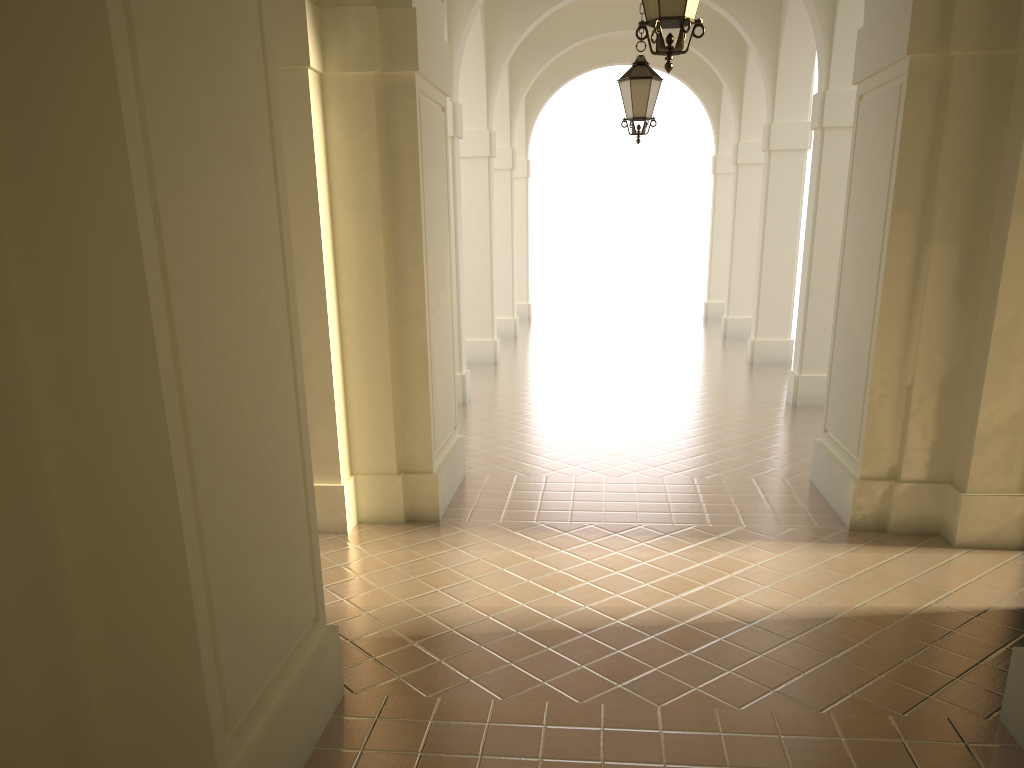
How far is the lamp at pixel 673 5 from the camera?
5.2 meters

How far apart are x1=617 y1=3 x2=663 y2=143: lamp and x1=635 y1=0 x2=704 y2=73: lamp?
4.73m

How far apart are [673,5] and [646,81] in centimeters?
500cm

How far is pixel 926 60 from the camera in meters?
6.6 m

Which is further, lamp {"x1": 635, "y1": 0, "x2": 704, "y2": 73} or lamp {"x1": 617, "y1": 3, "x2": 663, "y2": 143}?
lamp {"x1": 617, "y1": 3, "x2": 663, "y2": 143}

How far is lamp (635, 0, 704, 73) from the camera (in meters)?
5.18

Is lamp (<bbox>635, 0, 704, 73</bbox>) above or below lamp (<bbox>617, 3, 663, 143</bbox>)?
below

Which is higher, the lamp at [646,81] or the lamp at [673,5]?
the lamp at [646,81]

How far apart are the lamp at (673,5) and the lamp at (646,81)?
4.7 meters

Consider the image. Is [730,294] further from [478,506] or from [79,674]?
[79,674]
